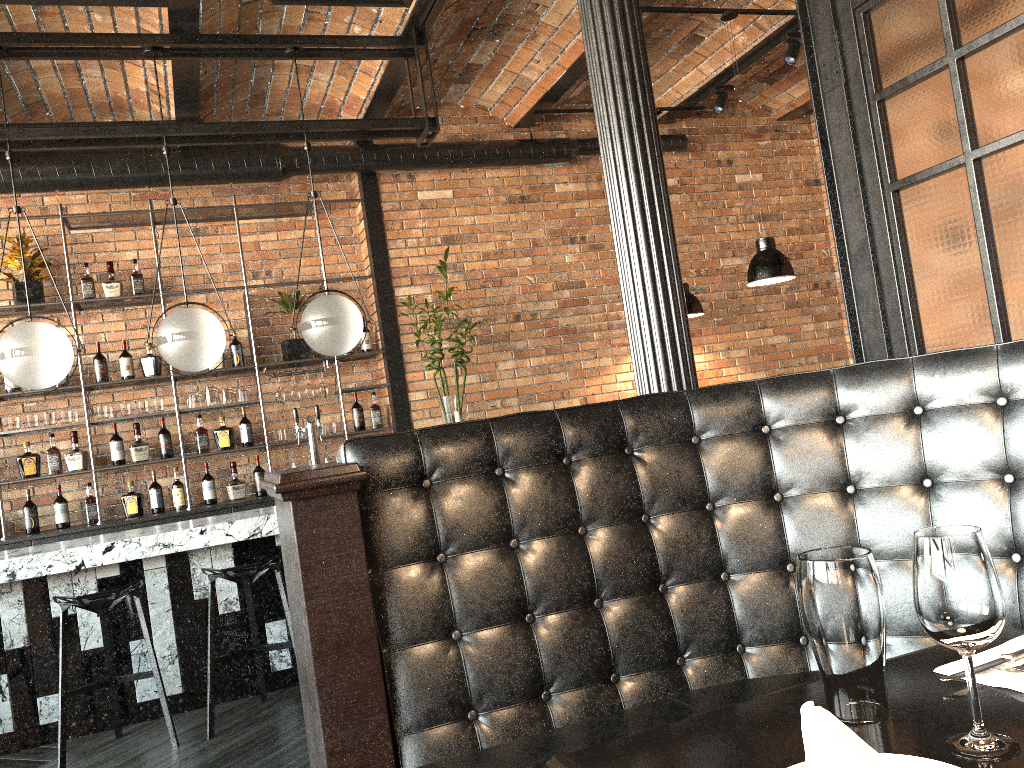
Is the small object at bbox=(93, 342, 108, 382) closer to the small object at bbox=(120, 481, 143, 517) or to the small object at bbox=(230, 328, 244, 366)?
the small object at bbox=(120, 481, 143, 517)

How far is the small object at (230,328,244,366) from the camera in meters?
6.4

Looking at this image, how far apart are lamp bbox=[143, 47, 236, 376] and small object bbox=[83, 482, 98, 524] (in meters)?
2.03

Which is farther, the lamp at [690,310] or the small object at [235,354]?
the lamp at [690,310]

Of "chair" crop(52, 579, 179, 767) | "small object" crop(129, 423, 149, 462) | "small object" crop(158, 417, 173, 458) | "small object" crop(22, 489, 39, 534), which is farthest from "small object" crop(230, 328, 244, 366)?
"chair" crop(52, 579, 179, 767)

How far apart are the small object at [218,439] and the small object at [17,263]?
1.5m

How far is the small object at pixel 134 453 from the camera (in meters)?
6.08

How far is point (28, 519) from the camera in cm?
583

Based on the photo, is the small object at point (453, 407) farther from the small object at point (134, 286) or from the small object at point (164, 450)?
the small object at point (134, 286)

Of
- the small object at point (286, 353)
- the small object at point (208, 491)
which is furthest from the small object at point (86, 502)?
the small object at point (286, 353)
